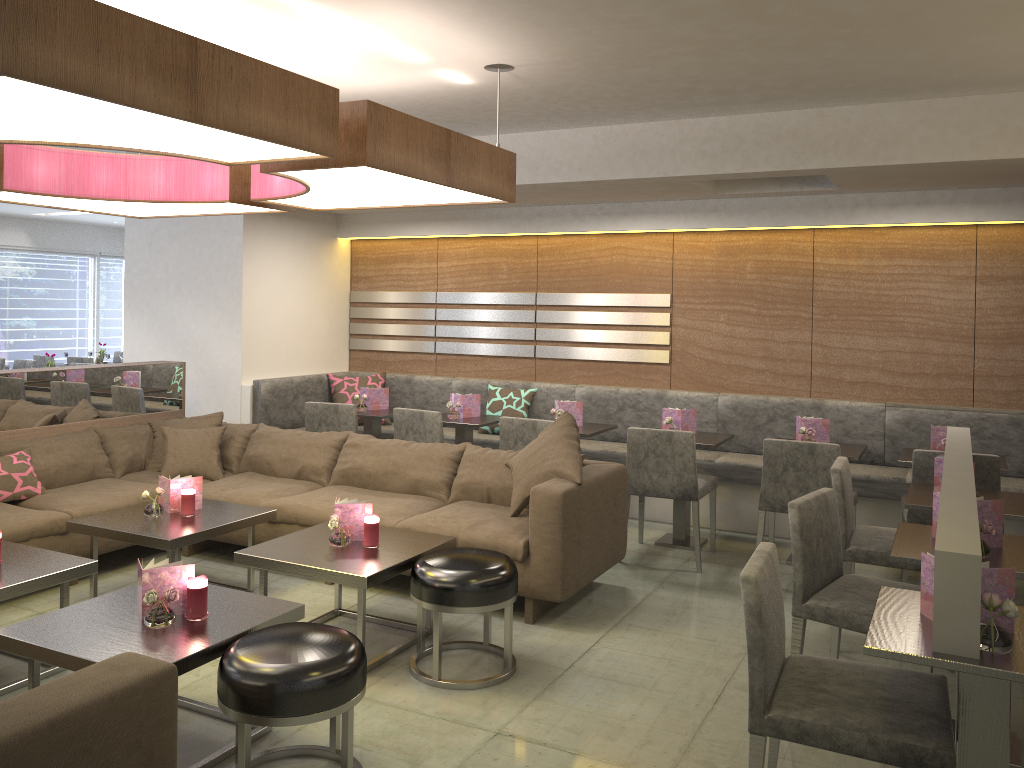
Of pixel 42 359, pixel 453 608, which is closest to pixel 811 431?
pixel 453 608

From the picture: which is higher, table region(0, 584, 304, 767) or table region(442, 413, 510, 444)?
table region(442, 413, 510, 444)

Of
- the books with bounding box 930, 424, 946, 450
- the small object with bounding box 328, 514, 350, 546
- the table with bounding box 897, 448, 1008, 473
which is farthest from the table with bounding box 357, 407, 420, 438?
the books with bounding box 930, 424, 946, 450

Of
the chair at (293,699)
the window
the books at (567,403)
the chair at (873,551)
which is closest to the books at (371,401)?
the books at (567,403)

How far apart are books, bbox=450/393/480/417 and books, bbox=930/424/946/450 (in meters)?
2.89

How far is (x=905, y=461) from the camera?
4.6m

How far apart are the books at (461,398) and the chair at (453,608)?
2.50m

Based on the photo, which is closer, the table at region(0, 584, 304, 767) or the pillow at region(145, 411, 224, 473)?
the table at region(0, 584, 304, 767)

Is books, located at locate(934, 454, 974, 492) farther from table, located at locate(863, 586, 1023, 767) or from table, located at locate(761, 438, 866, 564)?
table, located at locate(863, 586, 1023, 767)

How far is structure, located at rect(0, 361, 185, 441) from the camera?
5.0m
